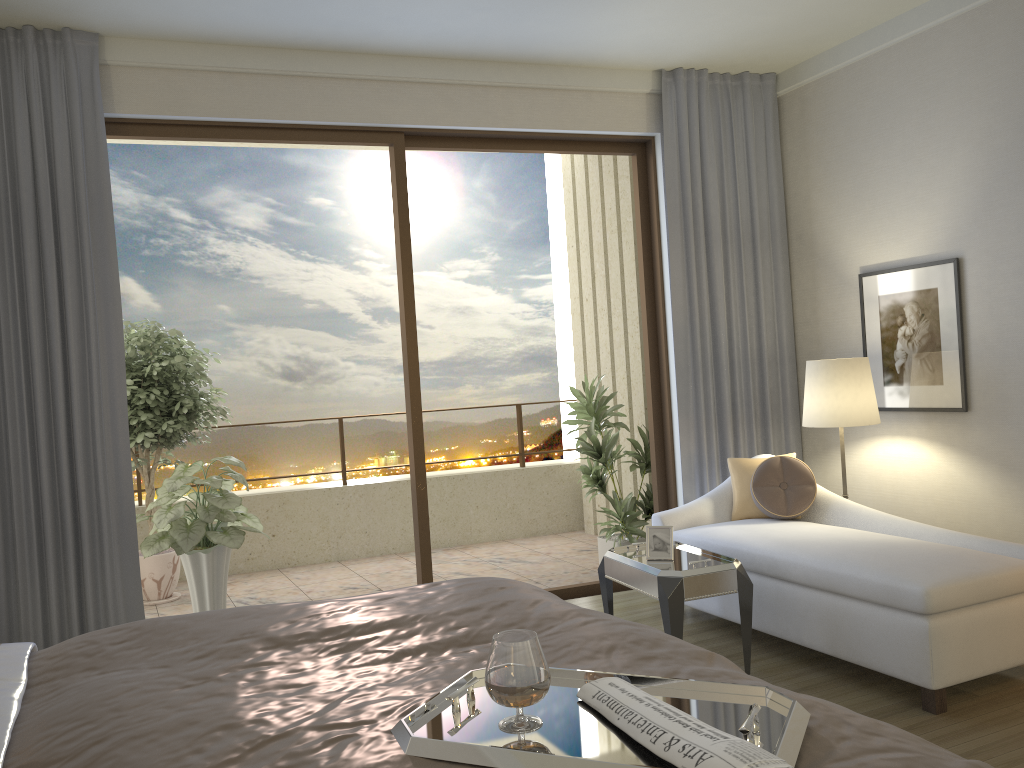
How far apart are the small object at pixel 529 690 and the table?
2.2m

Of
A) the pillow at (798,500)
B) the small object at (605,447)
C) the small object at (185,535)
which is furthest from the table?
the small object at (185,535)

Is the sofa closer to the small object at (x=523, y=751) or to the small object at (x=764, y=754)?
the small object at (x=523, y=751)

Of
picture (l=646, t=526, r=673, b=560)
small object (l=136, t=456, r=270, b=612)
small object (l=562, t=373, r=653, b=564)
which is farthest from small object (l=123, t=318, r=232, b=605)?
picture (l=646, t=526, r=673, b=560)

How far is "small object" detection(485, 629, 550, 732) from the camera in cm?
142

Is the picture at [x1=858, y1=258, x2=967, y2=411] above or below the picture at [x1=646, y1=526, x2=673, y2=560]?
above

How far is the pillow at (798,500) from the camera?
4.6 meters

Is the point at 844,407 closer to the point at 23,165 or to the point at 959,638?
the point at 959,638

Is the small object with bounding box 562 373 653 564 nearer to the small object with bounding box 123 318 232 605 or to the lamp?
the lamp

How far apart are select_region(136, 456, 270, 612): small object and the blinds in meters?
0.6 m
